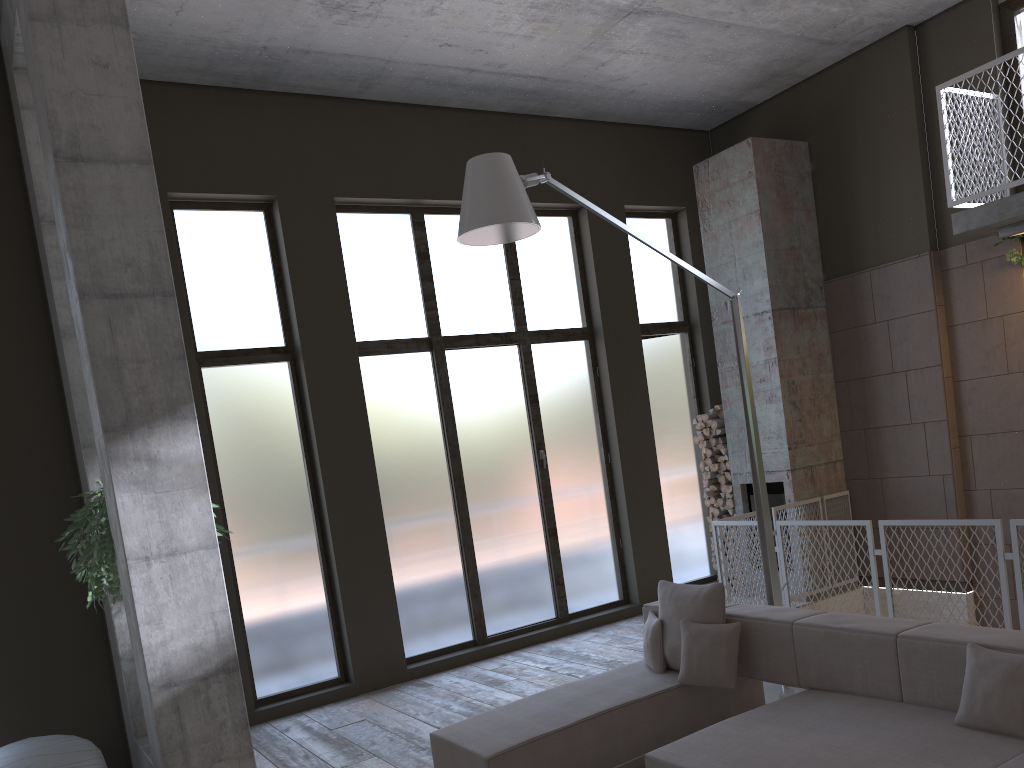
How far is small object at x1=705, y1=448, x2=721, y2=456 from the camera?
9.5m

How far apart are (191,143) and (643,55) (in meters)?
4.07

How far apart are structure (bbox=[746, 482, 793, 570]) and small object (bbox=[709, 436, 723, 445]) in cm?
60

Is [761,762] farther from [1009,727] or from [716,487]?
[716,487]

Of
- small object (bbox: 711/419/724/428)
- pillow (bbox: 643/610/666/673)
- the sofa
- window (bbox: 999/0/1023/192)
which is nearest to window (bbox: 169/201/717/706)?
small object (bbox: 711/419/724/428)

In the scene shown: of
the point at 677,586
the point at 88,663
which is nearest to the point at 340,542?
the point at 88,663

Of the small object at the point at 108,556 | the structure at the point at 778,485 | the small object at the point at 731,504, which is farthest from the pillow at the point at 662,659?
the small object at the point at 731,504

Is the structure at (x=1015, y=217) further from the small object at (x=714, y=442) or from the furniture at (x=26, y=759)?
the furniture at (x=26, y=759)

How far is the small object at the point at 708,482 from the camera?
9.5m

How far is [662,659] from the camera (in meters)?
5.15
